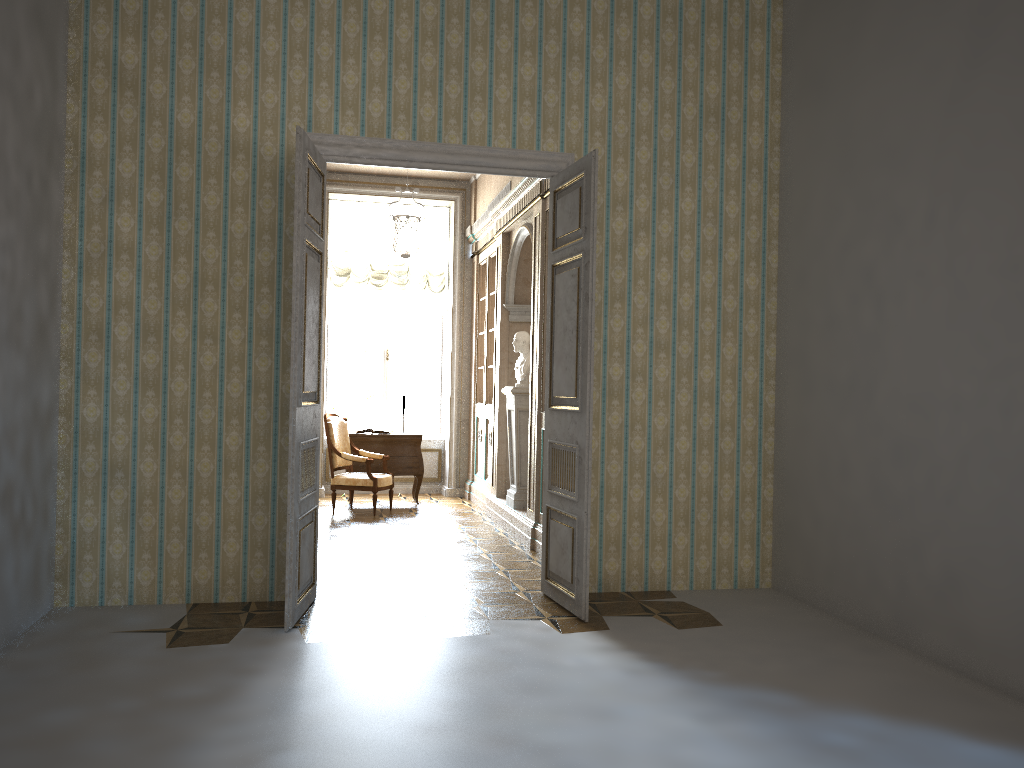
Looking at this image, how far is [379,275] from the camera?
10.68m

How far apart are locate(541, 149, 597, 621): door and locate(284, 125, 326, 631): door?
1.41m

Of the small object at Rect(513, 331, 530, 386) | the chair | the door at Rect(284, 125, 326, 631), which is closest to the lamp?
the small object at Rect(513, 331, 530, 386)

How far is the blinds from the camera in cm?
1068

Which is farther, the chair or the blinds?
the blinds

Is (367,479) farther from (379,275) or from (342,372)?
(379,275)

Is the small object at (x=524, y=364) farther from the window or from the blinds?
the window

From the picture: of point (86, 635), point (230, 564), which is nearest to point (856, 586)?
point (230, 564)

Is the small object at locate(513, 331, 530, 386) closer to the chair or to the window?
the chair

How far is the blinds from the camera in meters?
10.7 m
